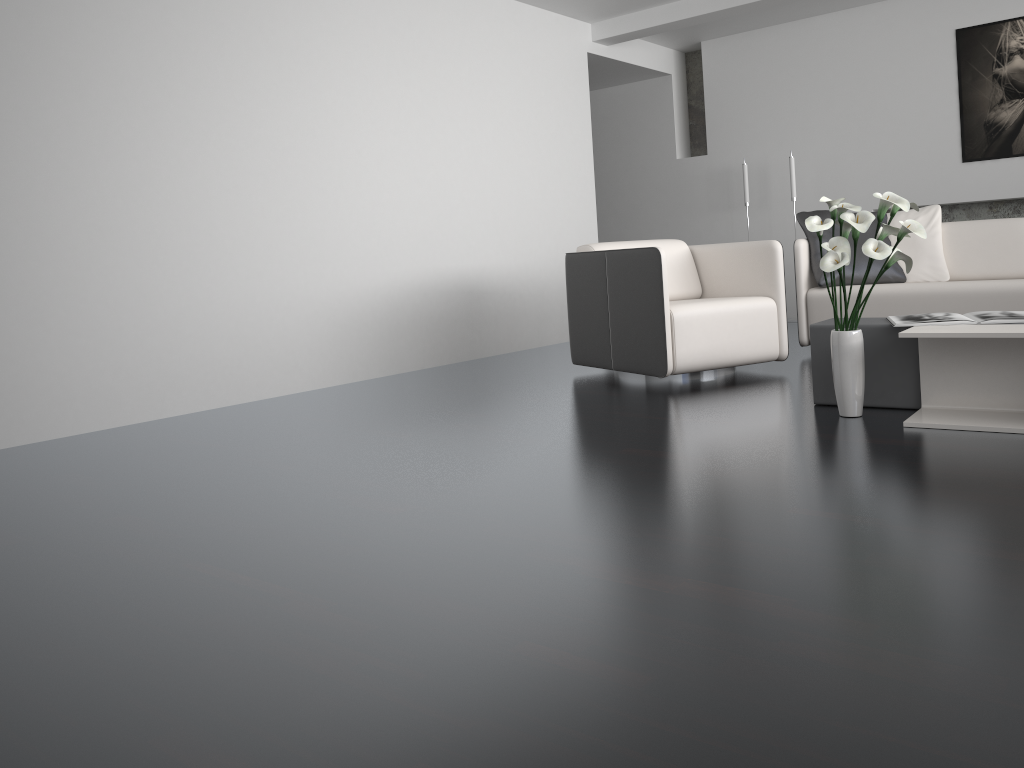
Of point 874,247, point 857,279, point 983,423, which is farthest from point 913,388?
point 857,279

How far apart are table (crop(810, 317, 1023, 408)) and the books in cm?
2

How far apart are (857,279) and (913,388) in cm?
183

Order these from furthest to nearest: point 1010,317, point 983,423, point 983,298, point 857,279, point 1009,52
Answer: point 1009,52 < point 857,279 < point 983,298 < point 1010,317 < point 983,423

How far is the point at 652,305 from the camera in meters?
4.1

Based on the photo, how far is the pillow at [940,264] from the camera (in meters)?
4.93

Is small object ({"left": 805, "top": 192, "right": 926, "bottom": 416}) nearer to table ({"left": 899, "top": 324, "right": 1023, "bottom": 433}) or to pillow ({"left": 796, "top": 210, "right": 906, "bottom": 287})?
table ({"left": 899, "top": 324, "right": 1023, "bottom": 433})

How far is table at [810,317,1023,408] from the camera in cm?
324

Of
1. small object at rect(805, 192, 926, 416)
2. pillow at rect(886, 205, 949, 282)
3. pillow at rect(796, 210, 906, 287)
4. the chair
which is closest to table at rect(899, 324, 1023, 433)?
small object at rect(805, 192, 926, 416)

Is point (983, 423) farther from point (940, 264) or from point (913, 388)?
point (940, 264)
